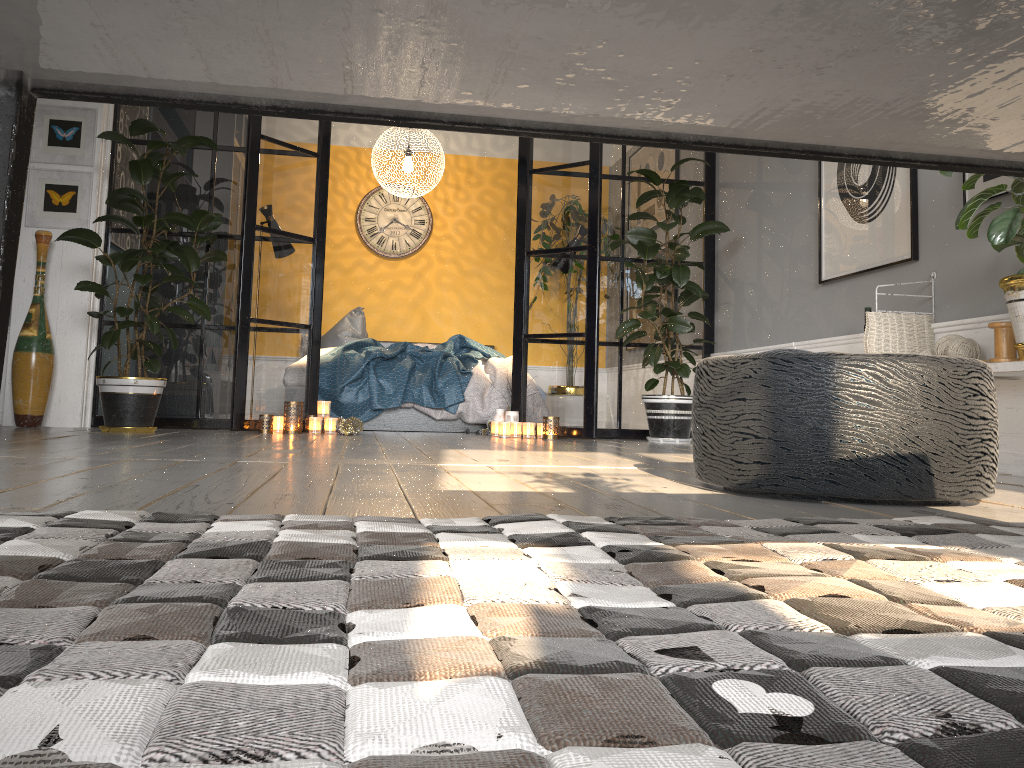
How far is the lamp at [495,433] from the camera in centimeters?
565cm

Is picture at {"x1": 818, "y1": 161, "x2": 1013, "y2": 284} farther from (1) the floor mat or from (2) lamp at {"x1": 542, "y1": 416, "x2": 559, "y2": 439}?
(1) the floor mat

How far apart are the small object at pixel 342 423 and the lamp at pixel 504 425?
0.9 meters

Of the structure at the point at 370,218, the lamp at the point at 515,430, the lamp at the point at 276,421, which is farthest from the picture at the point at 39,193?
the structure at the point at 370,218

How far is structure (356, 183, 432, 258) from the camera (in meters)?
8.31

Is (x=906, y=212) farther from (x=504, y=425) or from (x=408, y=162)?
(x=408, y=162)

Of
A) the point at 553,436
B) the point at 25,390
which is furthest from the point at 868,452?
the point at 25,390

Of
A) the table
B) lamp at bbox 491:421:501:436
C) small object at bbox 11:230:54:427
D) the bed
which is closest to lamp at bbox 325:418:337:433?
the bed

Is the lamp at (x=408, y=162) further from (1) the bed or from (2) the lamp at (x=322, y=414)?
(2) the lamp at (x=322, y=414)

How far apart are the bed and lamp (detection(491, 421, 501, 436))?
0.5 meters
